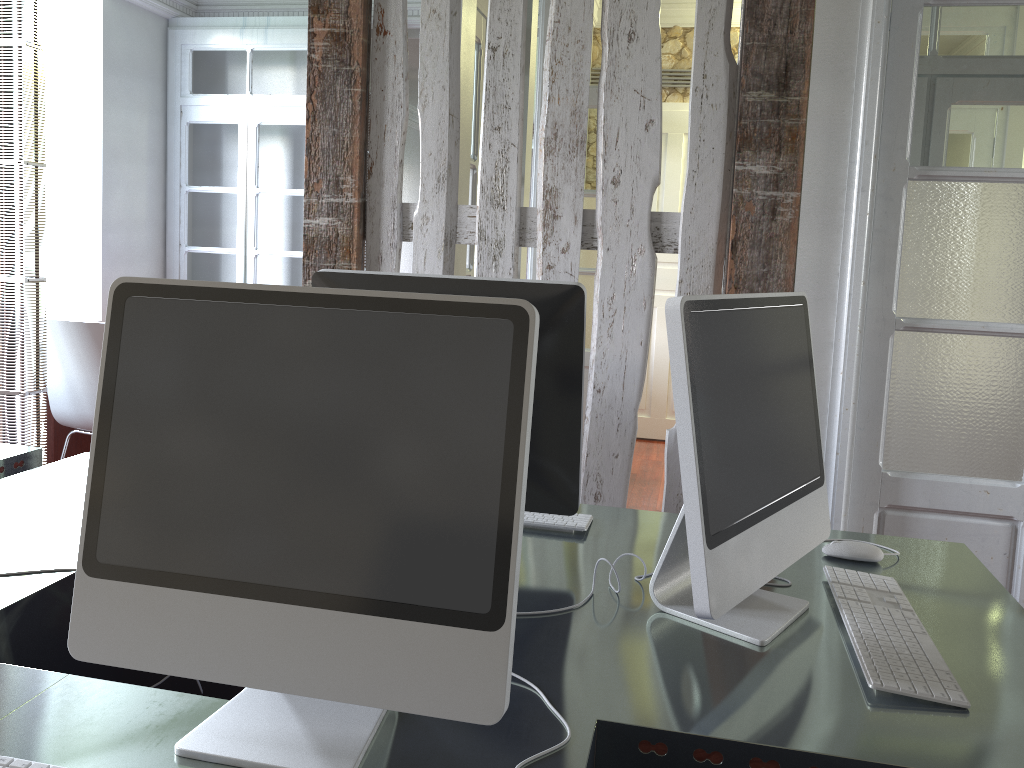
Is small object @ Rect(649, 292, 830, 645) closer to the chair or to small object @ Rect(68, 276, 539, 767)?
small object @ Rect(68, 276, 539, 767)

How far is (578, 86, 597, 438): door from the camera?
4.8m

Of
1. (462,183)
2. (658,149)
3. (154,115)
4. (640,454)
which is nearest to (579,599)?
(658,149)

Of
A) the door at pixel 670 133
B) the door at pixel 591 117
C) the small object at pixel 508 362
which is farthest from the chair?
the door at pixel 670 133

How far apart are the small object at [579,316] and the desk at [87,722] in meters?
0.1 m

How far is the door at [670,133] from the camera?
5.82m

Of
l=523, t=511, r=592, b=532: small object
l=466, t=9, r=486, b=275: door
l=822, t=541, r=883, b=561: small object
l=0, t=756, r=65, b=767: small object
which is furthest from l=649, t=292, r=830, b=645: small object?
l=466, t=9, r=486, b=275: door

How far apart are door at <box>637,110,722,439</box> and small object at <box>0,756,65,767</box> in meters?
5.4 m

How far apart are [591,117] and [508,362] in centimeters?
419cm

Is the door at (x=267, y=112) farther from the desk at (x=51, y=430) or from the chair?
the chair
